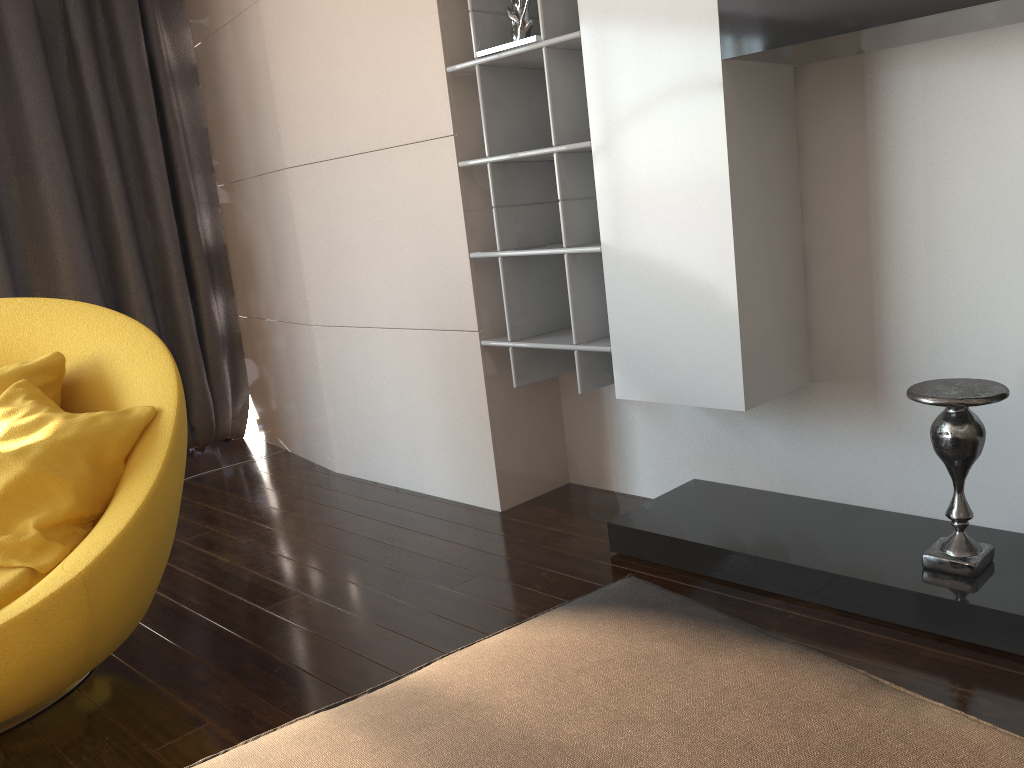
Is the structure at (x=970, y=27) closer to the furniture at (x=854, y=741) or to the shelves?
the shelves

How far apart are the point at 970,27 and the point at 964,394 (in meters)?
0.88

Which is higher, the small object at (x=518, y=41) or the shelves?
the small object at (x=518, y=41)

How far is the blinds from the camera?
4.1 meters

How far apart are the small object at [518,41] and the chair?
1.38m

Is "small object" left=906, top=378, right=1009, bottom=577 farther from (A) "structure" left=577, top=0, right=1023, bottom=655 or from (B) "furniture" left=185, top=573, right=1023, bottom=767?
(B) "furniture" left=185, top=573, right=1023, bottom=767

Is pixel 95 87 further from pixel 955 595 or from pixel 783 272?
pixel 955 595

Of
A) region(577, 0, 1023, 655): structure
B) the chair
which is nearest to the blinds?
the chair

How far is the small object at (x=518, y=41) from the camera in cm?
278

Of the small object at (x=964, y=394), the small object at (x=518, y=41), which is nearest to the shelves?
the small object at (x=518, y=41)
